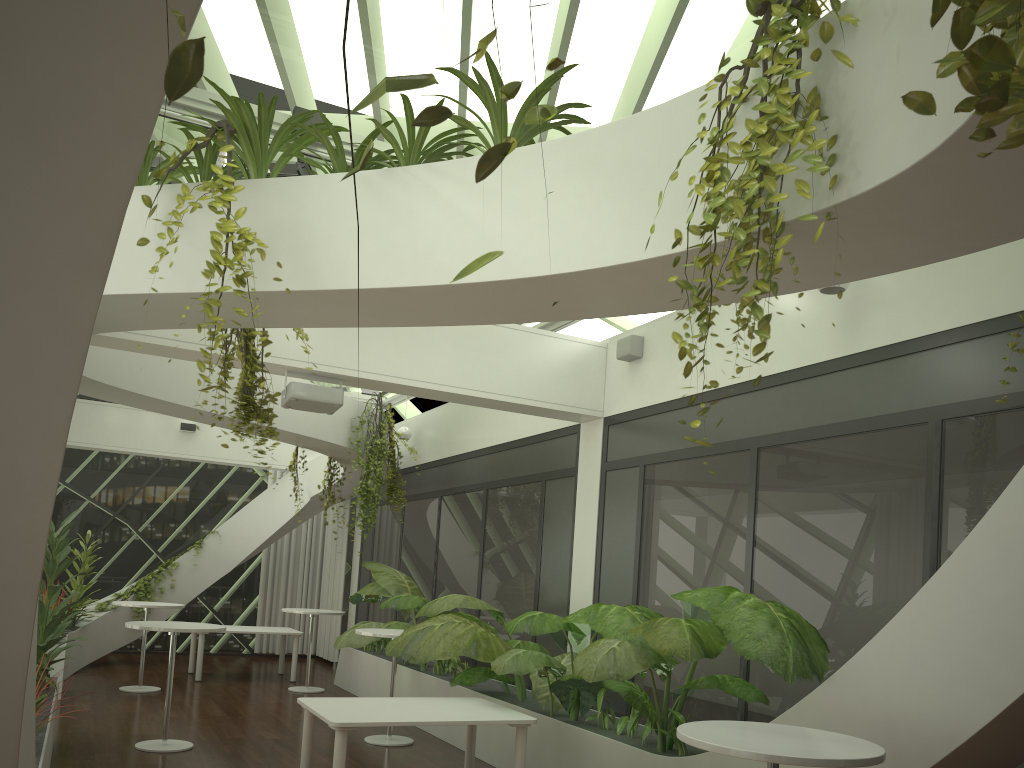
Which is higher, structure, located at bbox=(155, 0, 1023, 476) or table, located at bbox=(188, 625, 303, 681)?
structure, located at bbox=(155, 0, 1023, 476)

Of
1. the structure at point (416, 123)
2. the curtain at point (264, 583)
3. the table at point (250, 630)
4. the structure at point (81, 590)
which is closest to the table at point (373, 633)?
the table at point (250, 630)

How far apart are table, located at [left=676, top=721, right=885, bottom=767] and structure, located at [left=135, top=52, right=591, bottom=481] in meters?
2.5

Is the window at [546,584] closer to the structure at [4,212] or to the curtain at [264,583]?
the structure at [4,212]

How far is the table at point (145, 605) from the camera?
10.5m

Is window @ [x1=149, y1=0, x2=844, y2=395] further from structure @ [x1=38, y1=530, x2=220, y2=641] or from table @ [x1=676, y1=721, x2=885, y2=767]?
structure @ [x1=38, y1=530, x2=220, y2=641]

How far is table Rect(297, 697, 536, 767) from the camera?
5.47m

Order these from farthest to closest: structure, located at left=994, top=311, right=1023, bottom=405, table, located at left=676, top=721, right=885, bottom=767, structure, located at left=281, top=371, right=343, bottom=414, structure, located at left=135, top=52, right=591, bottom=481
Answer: structure, located at left=281, top=371, right=343, bottom=414 → structure, located at left=135, top=52, right=591, bottom=481 → structure, located at left=994, top=311, right=1023, bottom=405 → table, located at left=676, top=721, right=885, bottom=767

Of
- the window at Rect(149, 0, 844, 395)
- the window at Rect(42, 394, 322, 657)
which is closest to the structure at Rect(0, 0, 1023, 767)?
the window at Rect(149, 0, 844, 395)

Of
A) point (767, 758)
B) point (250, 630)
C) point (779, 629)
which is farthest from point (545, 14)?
point (250, 630)
